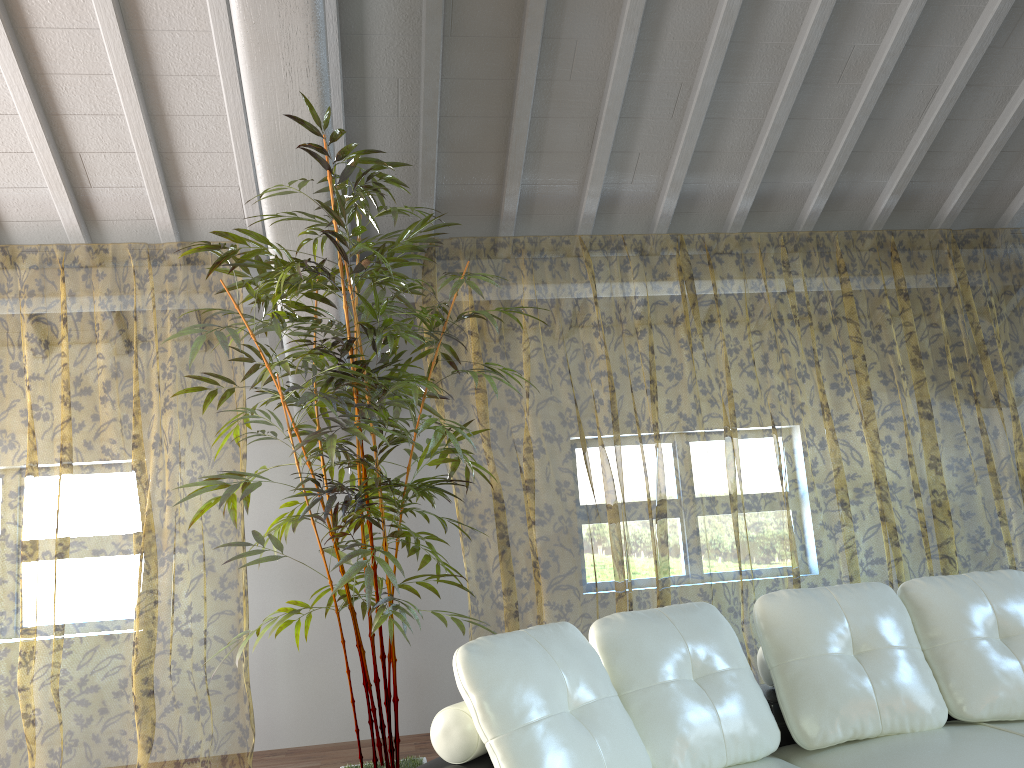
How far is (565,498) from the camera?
10.14m

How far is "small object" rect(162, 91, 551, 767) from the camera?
2.8m

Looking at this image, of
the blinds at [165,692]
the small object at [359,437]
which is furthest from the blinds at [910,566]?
the blinds at [165,692]

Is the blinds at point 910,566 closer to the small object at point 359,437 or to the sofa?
the small object at point 359,437

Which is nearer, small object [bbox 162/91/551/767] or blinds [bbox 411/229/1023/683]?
small object [bbox 162/91/551/767]

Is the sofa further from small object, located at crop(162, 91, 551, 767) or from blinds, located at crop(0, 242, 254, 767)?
blinds, located at crop(0, 242, 254, 767)

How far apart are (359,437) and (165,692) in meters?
8.9

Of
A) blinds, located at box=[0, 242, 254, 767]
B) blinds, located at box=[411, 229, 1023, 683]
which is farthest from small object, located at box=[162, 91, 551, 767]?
blinds, located at box=[411, 229, 1023, 683]

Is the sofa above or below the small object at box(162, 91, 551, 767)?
below

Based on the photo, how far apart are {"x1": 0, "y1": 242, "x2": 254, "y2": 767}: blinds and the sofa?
2.4 meters
